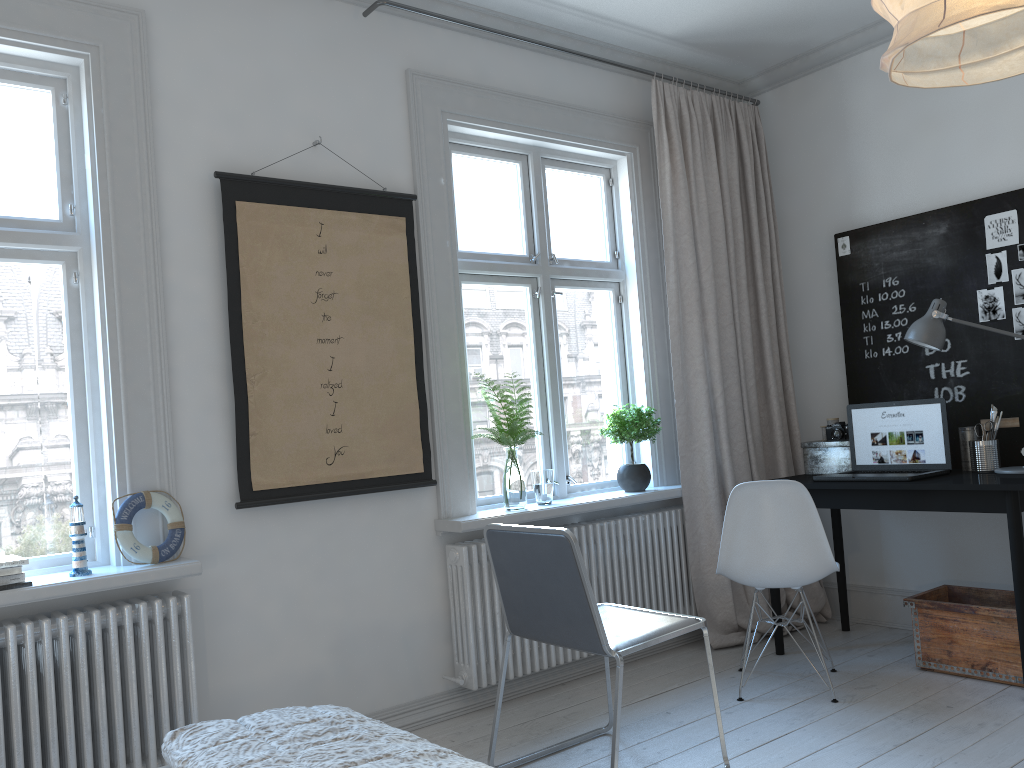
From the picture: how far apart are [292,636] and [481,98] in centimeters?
228cm

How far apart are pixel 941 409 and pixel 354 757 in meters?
3.1

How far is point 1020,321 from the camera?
3.7m

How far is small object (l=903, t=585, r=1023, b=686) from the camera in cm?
325

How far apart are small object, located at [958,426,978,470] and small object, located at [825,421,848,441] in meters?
0.5

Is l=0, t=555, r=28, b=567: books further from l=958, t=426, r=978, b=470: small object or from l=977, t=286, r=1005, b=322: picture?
l=977, t=286, r=1005, b=322: picture

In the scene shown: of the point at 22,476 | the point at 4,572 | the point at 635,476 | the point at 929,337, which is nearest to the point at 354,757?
the point at 4,572

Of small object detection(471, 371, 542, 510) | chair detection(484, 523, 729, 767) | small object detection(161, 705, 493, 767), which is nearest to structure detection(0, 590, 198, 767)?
chair detection(484, 523, 729, 767)

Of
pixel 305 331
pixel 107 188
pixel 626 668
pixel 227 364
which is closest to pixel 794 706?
pixel 626 668

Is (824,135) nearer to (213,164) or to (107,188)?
(213,164)
